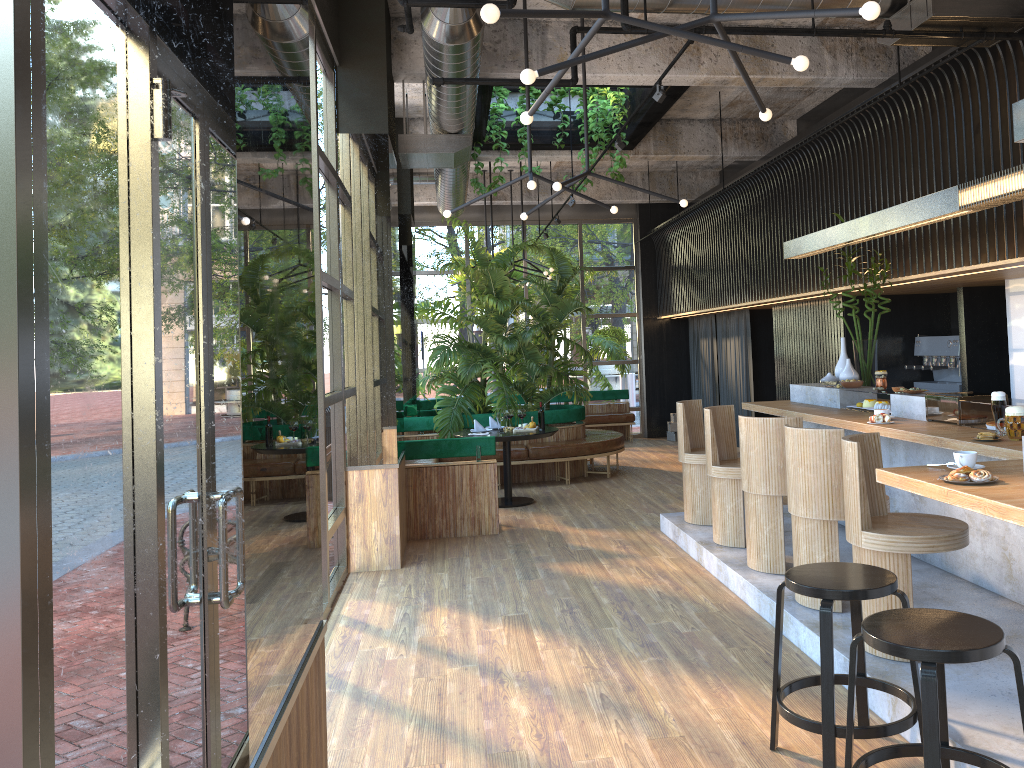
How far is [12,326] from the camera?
1.6m

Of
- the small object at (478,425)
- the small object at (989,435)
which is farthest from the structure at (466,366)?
the small object at (989,435)

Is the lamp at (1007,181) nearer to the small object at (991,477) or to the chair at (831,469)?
the small object at (991,477)

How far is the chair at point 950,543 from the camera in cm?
400

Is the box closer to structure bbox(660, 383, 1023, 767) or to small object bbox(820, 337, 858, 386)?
structure bbox(660, 383, 1023, 767)

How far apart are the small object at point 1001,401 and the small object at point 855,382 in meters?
2.1 m

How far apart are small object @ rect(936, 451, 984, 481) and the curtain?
8.5m

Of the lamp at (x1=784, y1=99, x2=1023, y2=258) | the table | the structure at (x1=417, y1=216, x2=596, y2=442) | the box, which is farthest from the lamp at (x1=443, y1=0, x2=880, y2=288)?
the box

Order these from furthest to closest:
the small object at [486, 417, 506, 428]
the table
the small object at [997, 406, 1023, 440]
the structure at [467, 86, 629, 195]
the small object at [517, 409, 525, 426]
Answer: the small object at [486, 417, 506, 428] → the structure at [467, 86, 629, 195] → the table → the small object at [517, 409, 525, 426] → the small object at [997, 406, 1023, 440]

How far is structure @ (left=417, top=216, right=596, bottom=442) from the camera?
10.6 meters
